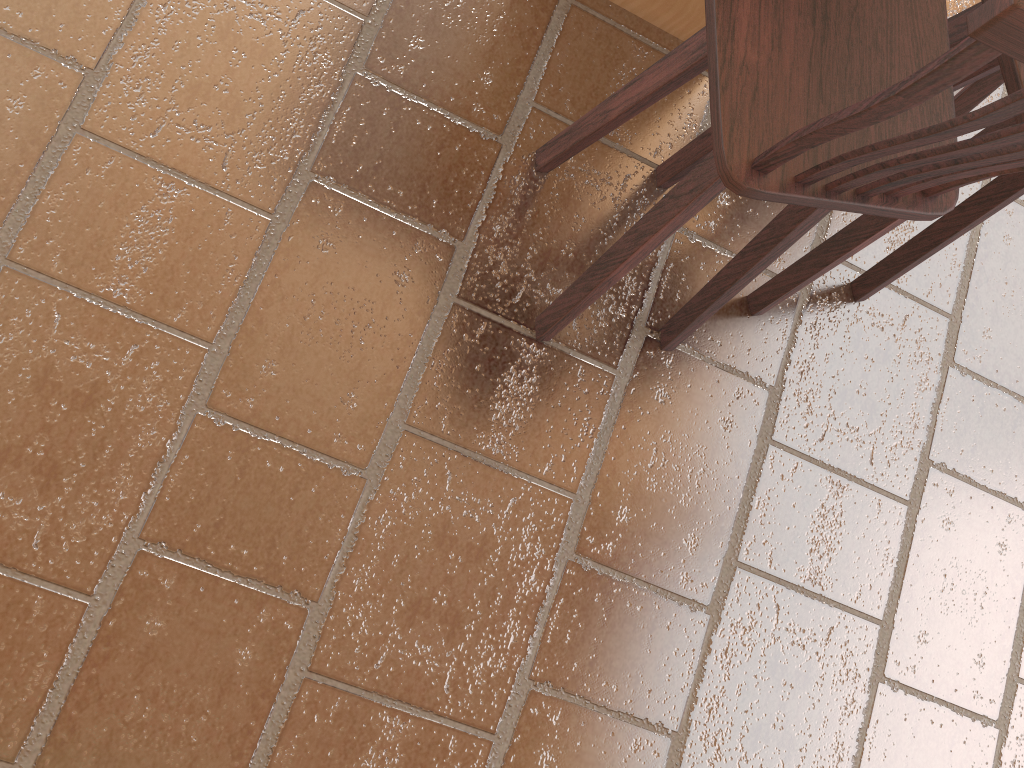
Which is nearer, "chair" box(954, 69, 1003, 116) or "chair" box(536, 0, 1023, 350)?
"chair" box(536, 0, 1023, 350)

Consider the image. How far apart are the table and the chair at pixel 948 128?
0.4m

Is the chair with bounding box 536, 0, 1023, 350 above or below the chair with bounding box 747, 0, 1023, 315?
above

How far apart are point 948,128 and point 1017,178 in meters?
1.0 m

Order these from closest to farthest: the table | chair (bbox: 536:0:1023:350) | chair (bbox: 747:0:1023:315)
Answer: chair (bbox: 536:0:1023:350)
chair (bbox: 747:0:1023:315)
the table

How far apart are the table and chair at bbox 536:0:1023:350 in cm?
39

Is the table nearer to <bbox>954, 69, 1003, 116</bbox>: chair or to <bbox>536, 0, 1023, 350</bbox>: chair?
<bbox>536, 0, 1023, 350</bbox>: chair

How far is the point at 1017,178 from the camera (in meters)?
1.70

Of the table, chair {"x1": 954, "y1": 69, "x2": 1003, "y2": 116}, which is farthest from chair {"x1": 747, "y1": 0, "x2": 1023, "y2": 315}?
the table

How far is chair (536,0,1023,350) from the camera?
0.91m
